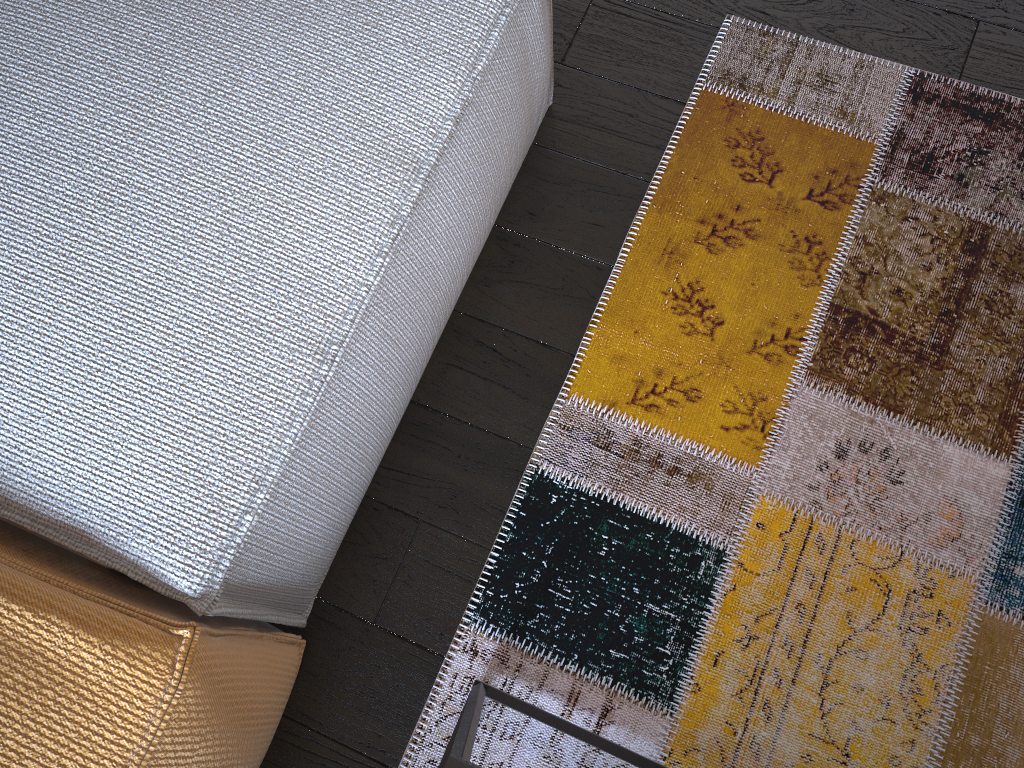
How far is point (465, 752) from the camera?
0.78m

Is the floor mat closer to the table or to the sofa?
the table

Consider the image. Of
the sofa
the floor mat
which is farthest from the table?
the sofa

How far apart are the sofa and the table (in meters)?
0.21

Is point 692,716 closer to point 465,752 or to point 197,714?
point 465,752

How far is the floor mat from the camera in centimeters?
110cm

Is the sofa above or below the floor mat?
above

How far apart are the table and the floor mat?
0.0m

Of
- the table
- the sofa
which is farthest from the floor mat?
the sofa

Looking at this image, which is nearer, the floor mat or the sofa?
the sofa
